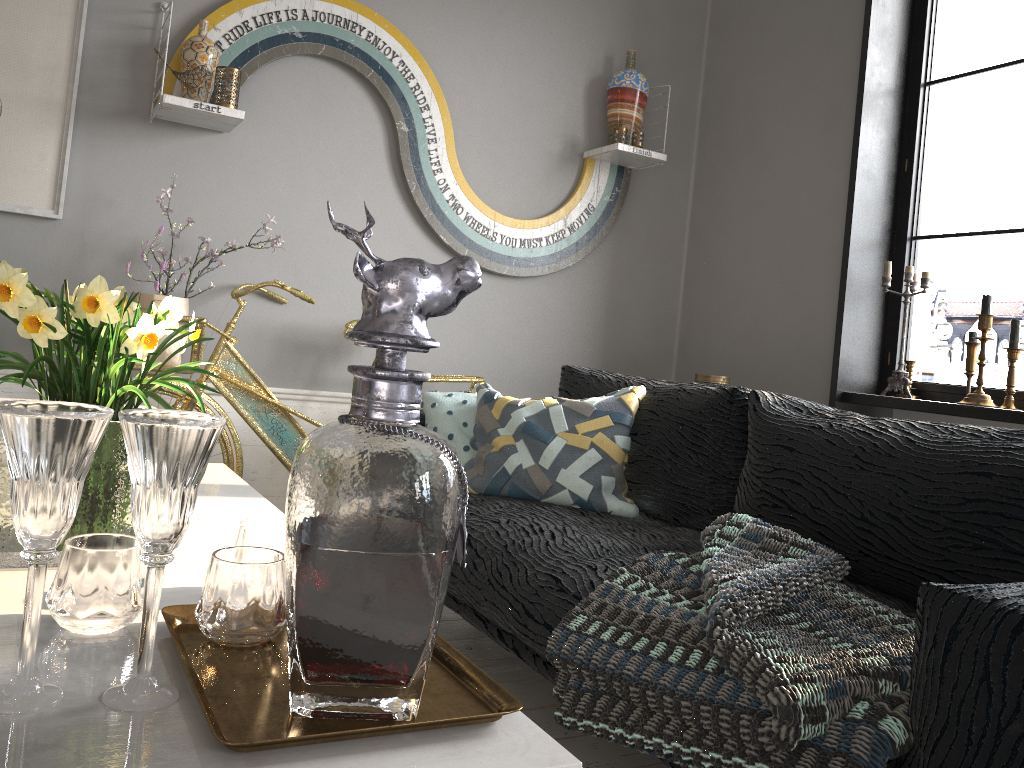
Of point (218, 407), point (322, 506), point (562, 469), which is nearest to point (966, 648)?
point (322, 506)

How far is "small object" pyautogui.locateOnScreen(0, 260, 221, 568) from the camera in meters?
1.0 m

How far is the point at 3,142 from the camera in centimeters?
276cm

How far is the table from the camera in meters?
0.6 m

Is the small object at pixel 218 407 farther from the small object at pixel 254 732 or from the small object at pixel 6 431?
the small object at pixel 6 431

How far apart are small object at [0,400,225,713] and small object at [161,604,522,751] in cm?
2

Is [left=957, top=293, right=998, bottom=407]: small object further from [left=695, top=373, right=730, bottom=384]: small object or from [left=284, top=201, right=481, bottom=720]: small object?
[left=284, top=201, right=481, bottom=720]: small object

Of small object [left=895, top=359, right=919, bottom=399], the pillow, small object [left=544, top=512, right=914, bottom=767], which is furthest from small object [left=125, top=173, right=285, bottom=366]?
small object [left=895, top=359, right=919, bottom=399]

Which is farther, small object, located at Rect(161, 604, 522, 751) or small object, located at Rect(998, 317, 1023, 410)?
small object, located at Rect(998, 317, 1023, 410)

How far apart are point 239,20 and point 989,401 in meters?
2.8
